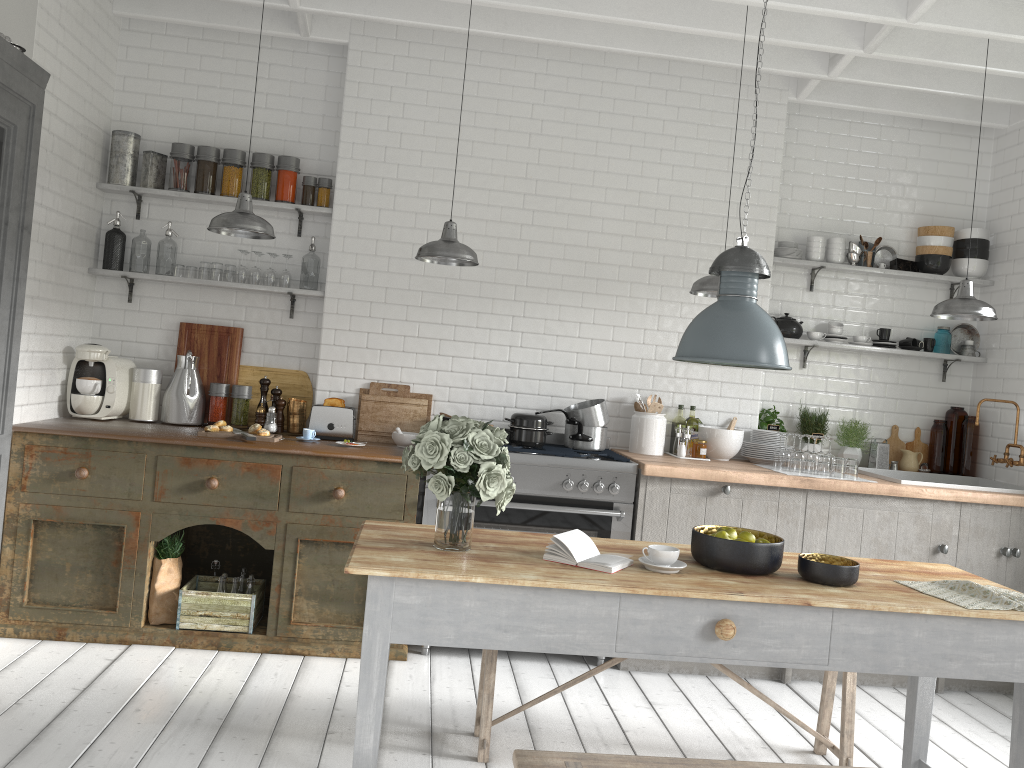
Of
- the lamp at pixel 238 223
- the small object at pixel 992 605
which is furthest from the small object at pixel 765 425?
the lamp at pixel 238 223

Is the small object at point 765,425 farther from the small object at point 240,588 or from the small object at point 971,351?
the small object at point 240,588

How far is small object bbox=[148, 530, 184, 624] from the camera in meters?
5.4 m

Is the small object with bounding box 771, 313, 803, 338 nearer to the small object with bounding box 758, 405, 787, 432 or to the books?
the small object with bounding box 758, 405, 787, 432

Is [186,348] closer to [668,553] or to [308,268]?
[308,268]

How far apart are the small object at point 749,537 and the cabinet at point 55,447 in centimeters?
246cm

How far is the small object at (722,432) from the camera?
6.3m

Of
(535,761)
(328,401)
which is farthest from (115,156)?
(535,761)

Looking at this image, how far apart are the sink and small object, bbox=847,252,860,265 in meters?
1.6 m

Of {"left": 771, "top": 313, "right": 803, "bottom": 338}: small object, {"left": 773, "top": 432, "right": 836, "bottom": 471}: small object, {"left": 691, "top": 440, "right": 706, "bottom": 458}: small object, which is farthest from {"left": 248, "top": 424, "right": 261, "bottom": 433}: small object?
{"left": 771, "top": 313, "right": 803, "bottom": 338}: small object
